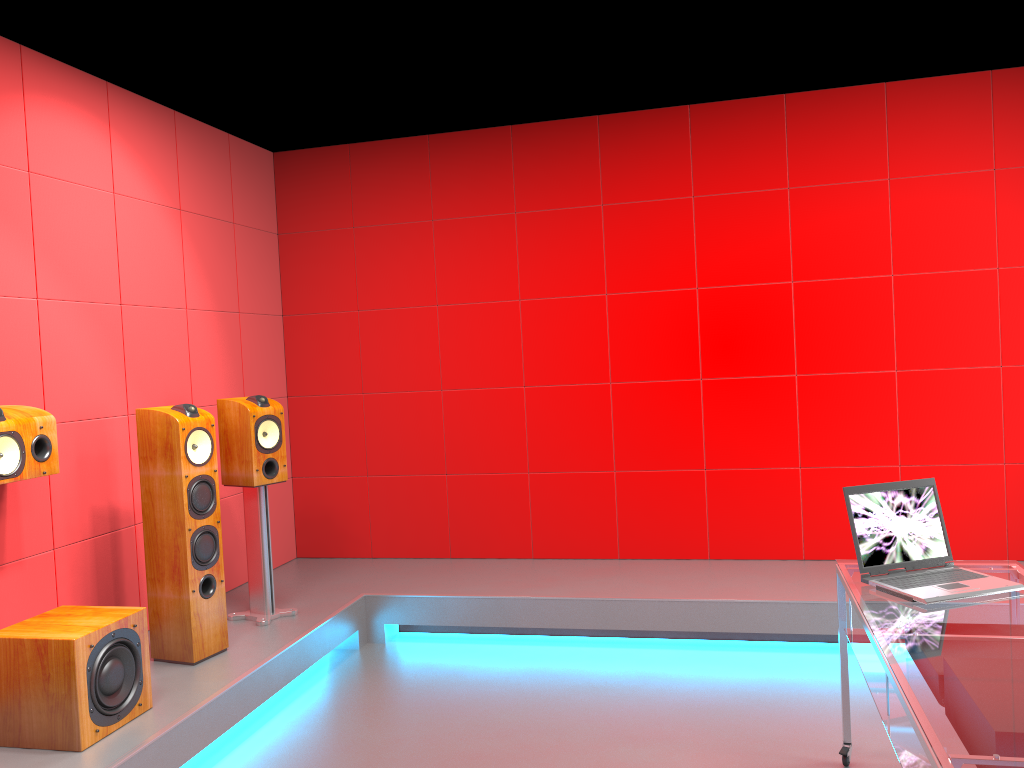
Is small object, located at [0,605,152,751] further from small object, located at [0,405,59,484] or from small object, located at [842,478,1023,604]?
small object, located at [842,478,1023,604]

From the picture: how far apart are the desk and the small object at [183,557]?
2.4m

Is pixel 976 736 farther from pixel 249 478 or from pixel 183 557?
pixel 249 478

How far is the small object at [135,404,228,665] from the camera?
3.6 meters

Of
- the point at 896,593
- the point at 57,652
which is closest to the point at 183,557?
the point at 57,652

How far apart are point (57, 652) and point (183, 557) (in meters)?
0.78

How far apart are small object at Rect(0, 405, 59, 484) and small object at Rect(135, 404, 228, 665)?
0.4 meters

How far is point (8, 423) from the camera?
3.1m

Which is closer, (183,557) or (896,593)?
(896,593)

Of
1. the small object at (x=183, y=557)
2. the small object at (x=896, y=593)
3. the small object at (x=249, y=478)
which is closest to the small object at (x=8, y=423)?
the small object at (x=183, y=557)
